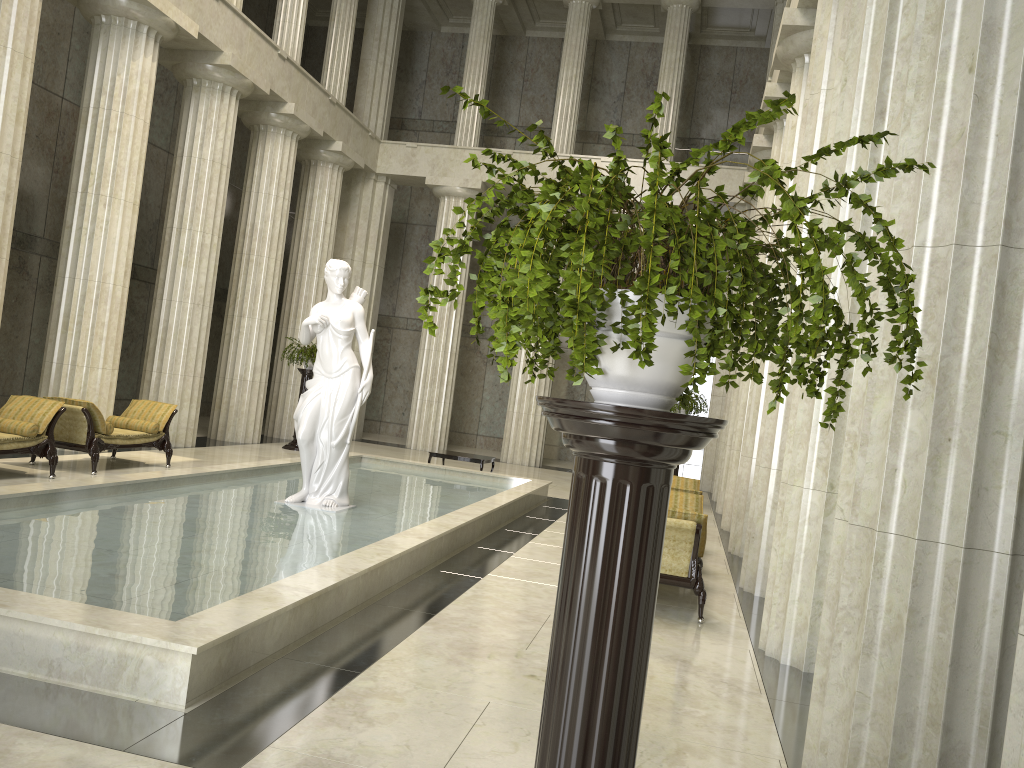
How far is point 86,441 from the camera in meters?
11.5 m

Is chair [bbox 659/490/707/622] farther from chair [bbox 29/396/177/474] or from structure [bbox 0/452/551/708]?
chair [bbox 29/396/177/474]

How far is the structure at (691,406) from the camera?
16.9 meters

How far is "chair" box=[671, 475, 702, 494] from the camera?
10.0m

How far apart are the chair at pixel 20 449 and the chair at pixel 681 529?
7.4 meters

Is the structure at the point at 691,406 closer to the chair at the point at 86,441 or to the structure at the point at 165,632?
the structure at the point at 165,632

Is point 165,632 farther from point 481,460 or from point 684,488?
point 481,460

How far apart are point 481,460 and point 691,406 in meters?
4.1 m

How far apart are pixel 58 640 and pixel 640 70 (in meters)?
25.38

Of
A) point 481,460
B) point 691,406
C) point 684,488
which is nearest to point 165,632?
point 684,488
